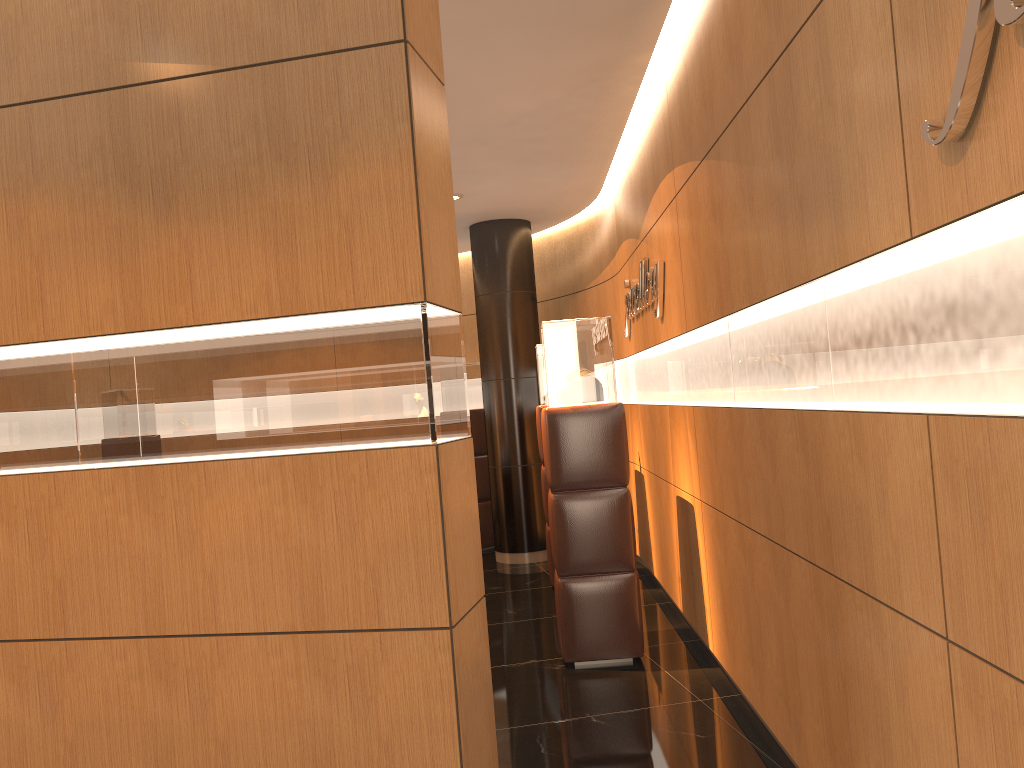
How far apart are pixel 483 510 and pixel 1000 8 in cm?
814

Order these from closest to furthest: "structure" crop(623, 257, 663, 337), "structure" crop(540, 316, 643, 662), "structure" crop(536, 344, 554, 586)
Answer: "structure" crop(540, 316, 643, 662)
"structure" crop(623, 257, 663, 337)
"structure" crop(536, 344, 554, 586)

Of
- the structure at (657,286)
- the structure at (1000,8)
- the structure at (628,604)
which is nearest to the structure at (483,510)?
the structure at (657,286)

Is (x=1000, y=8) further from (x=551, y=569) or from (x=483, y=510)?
(x=483, y=510)

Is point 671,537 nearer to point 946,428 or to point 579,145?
point 579,145

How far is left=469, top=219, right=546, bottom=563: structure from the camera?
8.5m

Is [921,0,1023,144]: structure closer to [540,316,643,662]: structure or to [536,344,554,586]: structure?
[540,316,643,662]: structure

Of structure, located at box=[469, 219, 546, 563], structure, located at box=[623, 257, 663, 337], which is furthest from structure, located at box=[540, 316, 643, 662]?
structure, located at box=[469, 219, 546, 563]

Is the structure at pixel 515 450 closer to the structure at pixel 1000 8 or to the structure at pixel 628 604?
the structure at pixel 628 604

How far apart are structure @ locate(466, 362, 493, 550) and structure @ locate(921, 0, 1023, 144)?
7.7 meters
